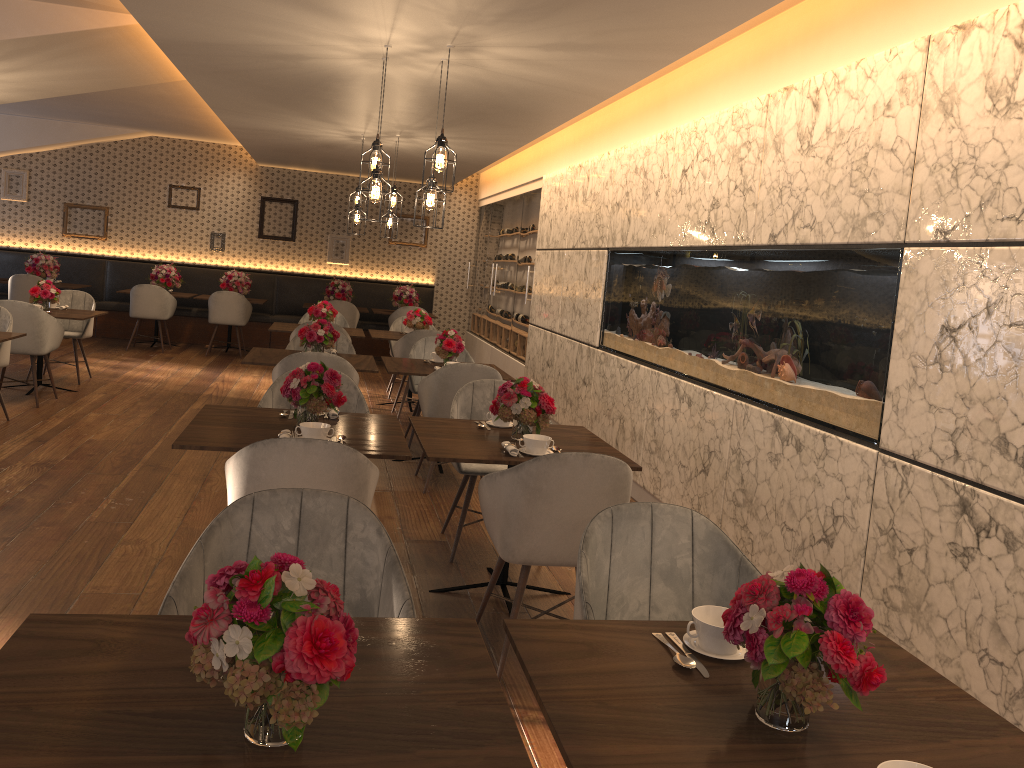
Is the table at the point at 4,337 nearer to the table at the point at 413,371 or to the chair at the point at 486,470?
the table at the point at 413,371

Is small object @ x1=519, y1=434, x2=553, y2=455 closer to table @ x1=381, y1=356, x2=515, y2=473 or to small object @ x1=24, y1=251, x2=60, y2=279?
table @ x1=381, y1=356, x2=515, y2=473

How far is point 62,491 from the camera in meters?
5.0

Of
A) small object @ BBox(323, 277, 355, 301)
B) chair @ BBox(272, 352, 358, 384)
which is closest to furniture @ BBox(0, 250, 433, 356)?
small object @ BBox(323, 277, 355, 301)

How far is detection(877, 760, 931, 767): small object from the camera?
1.4 meters

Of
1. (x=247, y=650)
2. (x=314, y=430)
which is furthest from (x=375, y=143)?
(x=247, y=650)

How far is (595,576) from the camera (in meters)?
2.43

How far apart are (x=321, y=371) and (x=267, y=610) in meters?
2.6 m

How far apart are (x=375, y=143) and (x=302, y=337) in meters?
1.7 m

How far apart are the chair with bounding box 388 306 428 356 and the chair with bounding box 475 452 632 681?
8.5 meters
